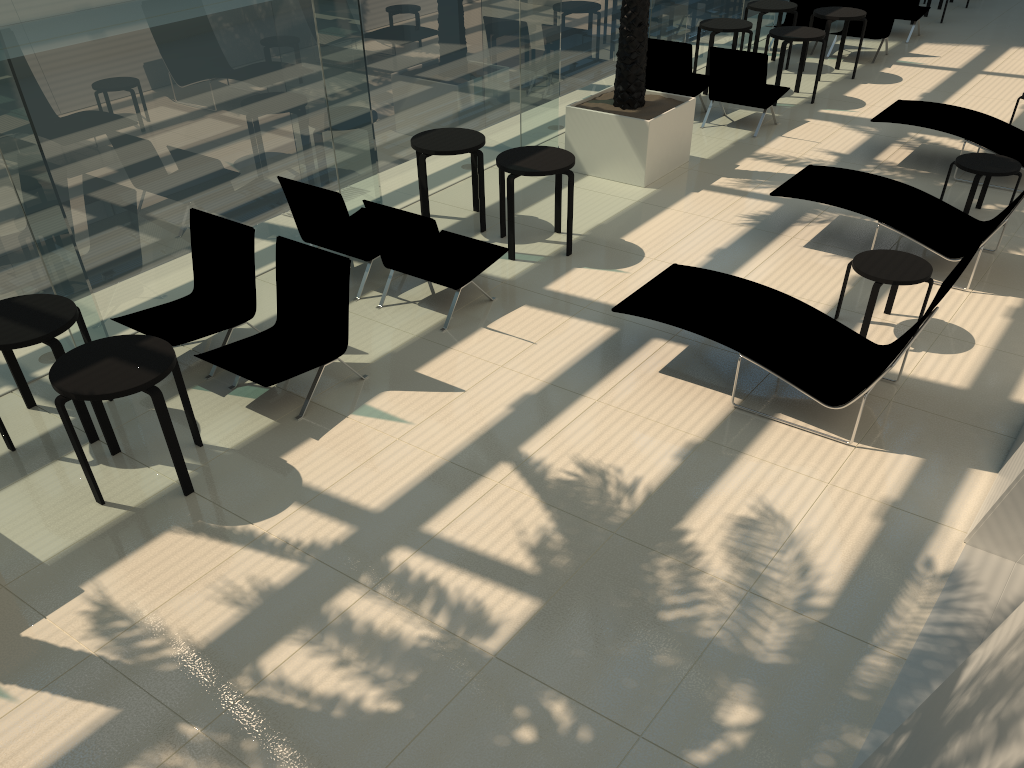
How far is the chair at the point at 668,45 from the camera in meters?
11.0 m

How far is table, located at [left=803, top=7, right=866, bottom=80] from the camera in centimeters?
1236cm

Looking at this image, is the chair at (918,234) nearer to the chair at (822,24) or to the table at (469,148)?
the table at (469,148)

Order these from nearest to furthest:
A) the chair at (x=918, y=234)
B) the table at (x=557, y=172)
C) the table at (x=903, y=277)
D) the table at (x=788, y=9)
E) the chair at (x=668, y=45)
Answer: the table at (x=903, y=277) < the chair at (x=918, y=234) < the table at (x=557, y=172) < the chair at (x=668, y=45) < the table at (x=788, y=9)

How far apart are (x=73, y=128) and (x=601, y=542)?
4.7 meters

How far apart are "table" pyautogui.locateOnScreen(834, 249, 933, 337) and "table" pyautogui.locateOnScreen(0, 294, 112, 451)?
5.5 meters

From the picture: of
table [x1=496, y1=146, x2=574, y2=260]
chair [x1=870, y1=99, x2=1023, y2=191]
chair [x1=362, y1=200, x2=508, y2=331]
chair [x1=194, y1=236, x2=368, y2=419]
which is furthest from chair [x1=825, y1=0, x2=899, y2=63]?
chair [x1=194, y1=236, x2=368, y2=419]

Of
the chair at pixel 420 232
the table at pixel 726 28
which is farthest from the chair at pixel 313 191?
the table at pixel 726 28

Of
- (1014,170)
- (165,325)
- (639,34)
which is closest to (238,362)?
(165,325)

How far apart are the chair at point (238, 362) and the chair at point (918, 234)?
4.3 meters
